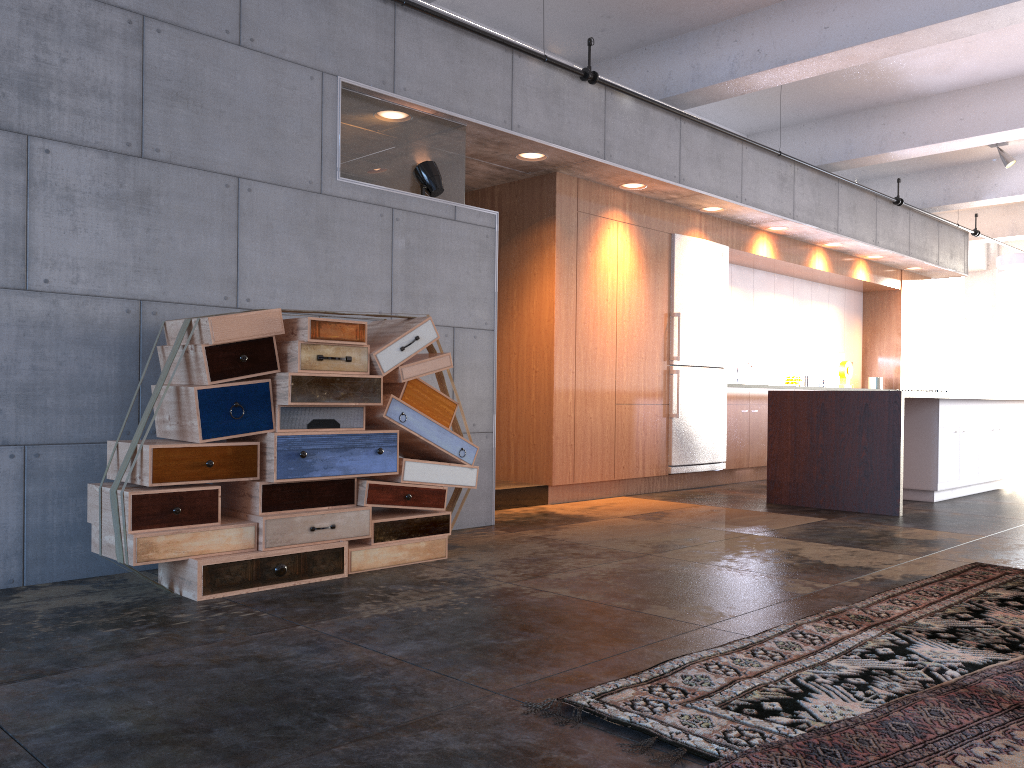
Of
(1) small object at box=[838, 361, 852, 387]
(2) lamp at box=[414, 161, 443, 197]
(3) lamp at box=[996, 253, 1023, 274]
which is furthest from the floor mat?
(3) lamp at box=[996, 253, 1023, 274]

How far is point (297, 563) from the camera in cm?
410

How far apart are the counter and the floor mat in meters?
4.0 m

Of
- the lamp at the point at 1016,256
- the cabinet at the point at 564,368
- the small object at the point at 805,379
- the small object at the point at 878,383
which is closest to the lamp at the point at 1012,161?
the lamp at the point at 1016,256

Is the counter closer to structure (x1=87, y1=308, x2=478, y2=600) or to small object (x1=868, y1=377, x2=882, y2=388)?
structure (x1=87, y1=308, x2=478, y2=600)

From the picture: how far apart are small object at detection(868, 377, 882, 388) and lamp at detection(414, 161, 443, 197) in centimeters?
833cm

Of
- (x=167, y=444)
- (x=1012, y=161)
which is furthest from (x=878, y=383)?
(x=167, y=444)

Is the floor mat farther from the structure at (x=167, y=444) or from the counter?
the counter

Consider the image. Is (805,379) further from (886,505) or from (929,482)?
(886,505)

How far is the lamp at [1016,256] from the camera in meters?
11.1
